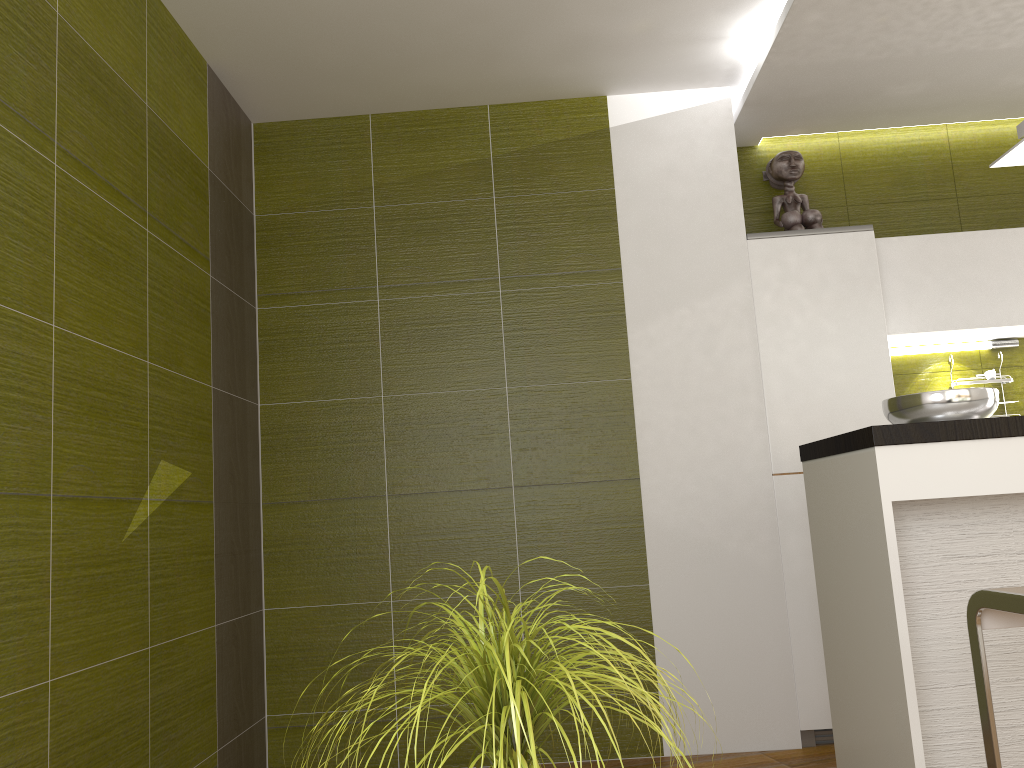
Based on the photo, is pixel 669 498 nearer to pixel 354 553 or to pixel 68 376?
pixel 354 553

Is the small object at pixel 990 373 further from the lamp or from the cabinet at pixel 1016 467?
the cabinet at pixel 1016 467

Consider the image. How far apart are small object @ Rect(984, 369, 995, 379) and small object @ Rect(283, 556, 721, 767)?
3.4 meters

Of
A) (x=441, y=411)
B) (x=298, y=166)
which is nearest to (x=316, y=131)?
(x=298, y=166)

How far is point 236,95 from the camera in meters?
3.7

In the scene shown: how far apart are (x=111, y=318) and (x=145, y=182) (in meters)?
0.53

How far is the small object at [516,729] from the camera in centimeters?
105cm

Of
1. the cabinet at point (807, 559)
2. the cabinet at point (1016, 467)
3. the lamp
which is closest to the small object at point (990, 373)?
the cabinet at point (807, 559)

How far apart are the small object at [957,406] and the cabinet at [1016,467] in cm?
19

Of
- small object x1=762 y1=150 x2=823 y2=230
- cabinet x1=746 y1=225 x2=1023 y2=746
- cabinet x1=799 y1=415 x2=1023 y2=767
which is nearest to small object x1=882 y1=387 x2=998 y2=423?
cabinet x1=799 y1=415 x2=1023 y2=767
